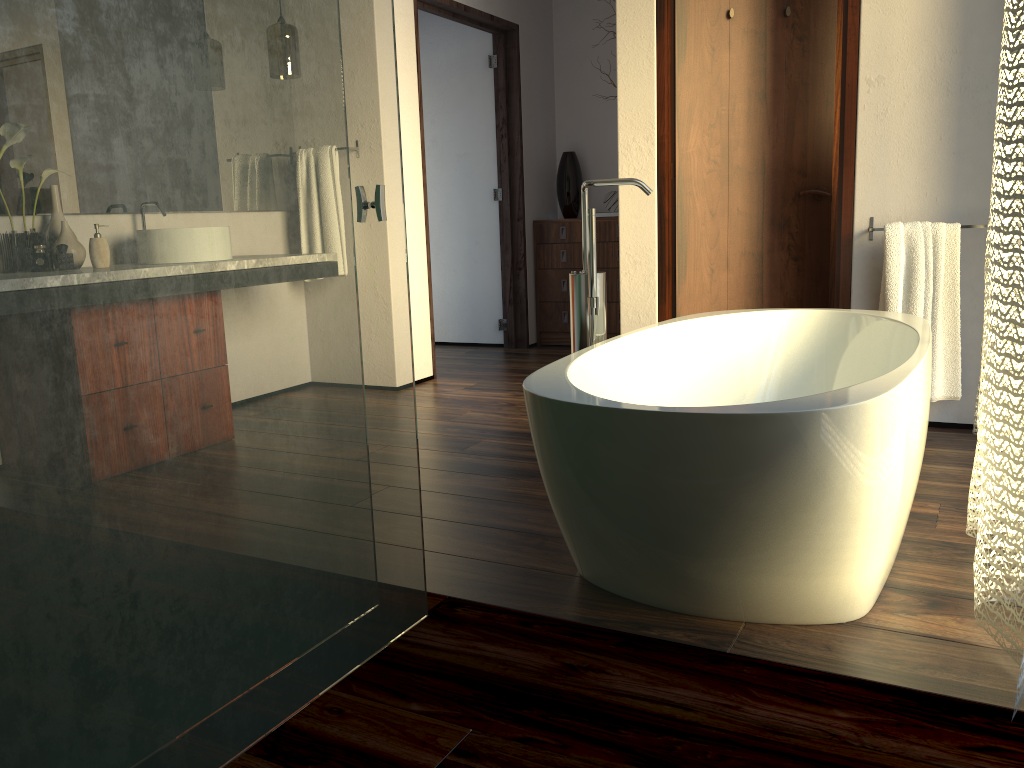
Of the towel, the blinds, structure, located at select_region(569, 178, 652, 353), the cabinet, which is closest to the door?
the towel

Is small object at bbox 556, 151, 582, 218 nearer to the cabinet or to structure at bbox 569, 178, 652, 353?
the cabinet

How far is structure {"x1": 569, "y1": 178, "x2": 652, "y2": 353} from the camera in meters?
2.3

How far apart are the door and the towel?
0.2m

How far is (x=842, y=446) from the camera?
1.5m

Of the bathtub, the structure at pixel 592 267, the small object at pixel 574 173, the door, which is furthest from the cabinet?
the structure at pixel 592 267

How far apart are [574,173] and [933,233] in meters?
2.9

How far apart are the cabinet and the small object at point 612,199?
0.2 meters

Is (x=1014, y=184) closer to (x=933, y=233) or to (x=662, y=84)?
(x=933, y=233)

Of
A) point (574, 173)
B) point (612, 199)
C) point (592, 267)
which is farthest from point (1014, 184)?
point (574, 173)
